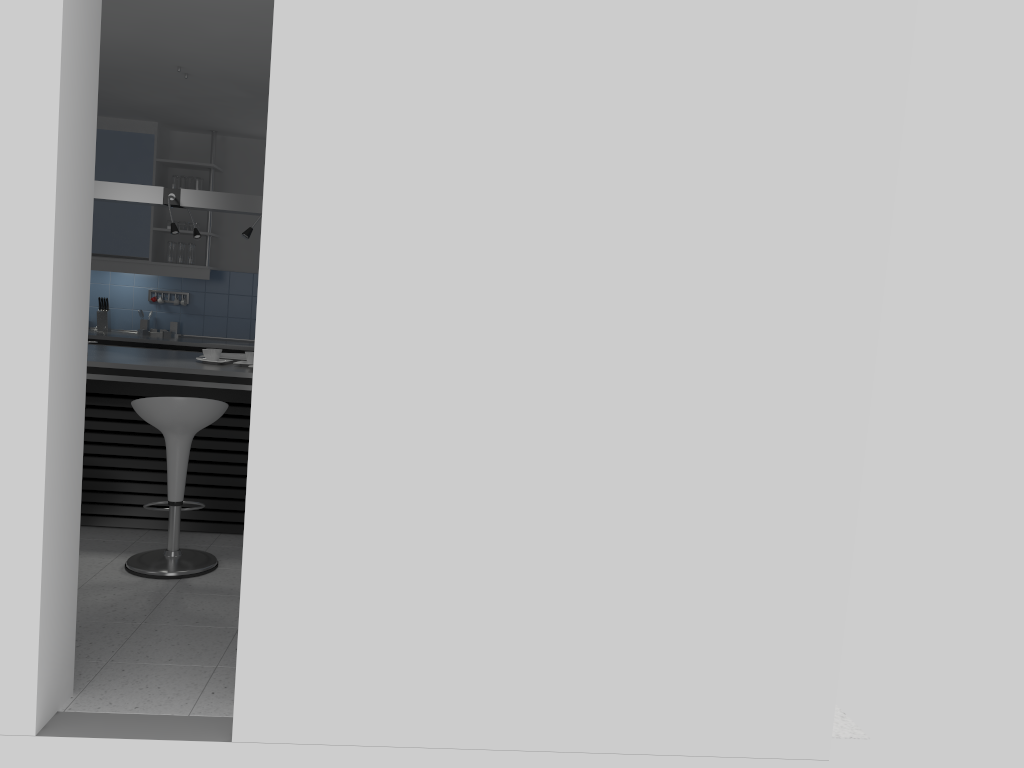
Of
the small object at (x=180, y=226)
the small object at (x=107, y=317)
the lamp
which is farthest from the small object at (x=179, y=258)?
the lamp

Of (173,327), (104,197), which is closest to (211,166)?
(173,327)

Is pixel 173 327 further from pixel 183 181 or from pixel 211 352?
pixel 211 352

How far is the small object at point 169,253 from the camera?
7.4 meters

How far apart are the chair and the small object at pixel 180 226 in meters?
3.5

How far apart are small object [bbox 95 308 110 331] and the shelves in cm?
109

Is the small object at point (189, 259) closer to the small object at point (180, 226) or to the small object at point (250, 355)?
the small object at point (180, 226)

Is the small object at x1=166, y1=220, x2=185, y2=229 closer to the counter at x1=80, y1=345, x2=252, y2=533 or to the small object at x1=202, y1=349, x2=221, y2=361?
the counter at x1=80, y1=345, x2=252, y2=533

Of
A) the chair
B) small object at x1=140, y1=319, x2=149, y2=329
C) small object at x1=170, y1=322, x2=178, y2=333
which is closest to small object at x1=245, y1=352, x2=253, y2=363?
the chair

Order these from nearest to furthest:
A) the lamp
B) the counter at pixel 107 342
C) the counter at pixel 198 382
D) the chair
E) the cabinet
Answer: the chair, the counter at pixel 198 382, the lamp, the counter at pixel 107 342, the cabinet
